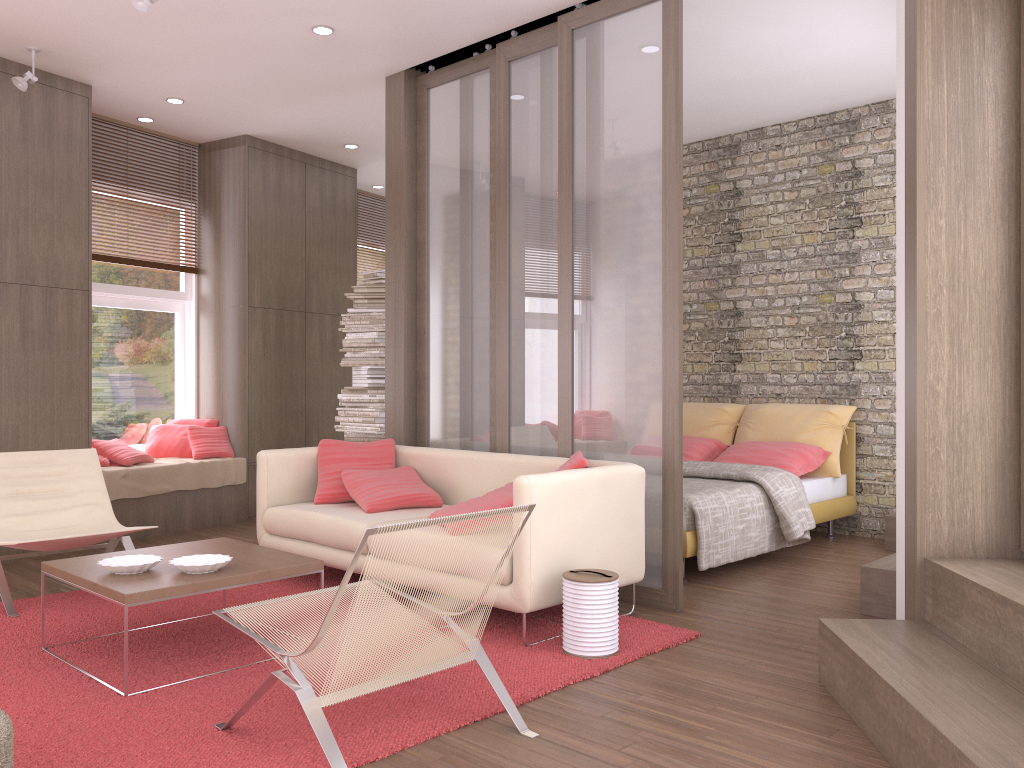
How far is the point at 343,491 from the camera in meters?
5.2

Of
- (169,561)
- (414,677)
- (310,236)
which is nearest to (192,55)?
(310,236)

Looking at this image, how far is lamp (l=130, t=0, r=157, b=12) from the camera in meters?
4.3

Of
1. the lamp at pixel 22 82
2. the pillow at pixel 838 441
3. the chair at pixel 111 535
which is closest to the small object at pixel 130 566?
the chair at pixel 111 535

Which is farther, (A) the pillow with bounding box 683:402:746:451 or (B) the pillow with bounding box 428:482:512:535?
(A) the pillow with bounding box 683:402:746:451

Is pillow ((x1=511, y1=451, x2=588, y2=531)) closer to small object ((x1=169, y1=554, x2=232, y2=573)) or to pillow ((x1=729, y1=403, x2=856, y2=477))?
small object ((x1=169, y1=554, x2=232, y2=573))

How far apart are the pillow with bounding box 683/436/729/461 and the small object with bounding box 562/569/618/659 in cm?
325

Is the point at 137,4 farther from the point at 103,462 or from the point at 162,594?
the point at 103,462

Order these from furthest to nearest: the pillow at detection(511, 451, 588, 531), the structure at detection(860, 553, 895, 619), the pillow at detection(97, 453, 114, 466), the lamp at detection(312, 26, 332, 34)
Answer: the pillow at detection(97, 453, 114, 466), the lamp at detection(312, 26, 332, 34), the structure at detection(860, 553, 895, 619), the pillow at detection(511, 451, 588, 531)

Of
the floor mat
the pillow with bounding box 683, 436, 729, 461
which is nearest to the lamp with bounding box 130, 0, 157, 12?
the floor mat
